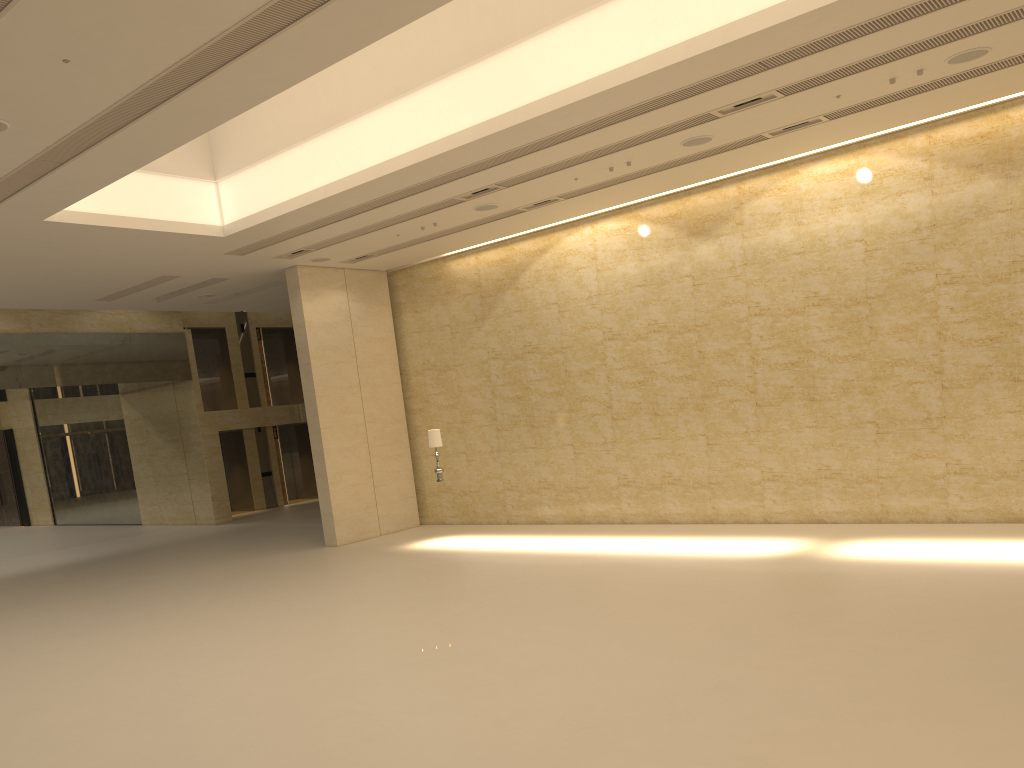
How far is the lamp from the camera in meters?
17.0 m

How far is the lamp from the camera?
17.0 meters
